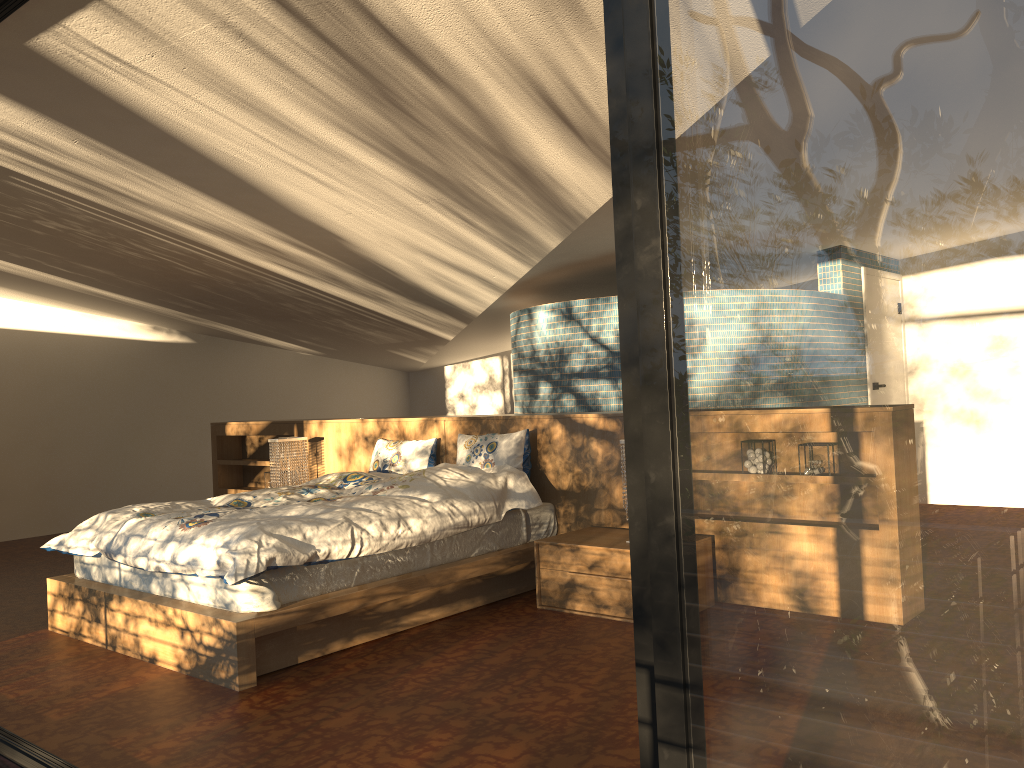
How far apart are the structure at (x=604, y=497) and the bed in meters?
0.0 m

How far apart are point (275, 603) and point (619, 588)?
1.6 meters

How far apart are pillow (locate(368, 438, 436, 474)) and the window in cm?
441

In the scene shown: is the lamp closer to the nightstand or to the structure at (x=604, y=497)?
the structure at (x=604, y=497)

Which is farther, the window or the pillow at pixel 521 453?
the pillow at pixel 521 453

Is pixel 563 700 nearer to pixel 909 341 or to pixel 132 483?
pixel 909 341

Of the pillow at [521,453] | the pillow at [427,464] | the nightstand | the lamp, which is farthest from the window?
the lamp

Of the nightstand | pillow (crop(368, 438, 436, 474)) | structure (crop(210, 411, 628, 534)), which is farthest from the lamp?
the nightstand

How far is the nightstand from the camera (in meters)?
4.24

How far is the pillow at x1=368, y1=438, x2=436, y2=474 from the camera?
5.7 meters
